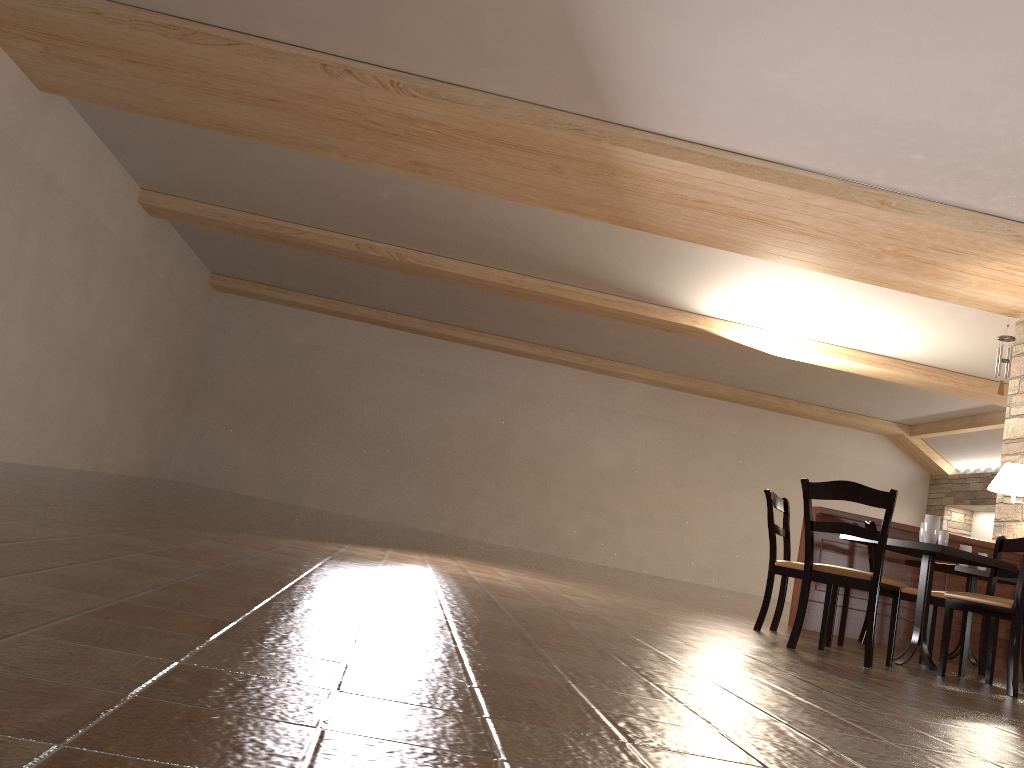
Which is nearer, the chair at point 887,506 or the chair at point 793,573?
the chair at point 887,506

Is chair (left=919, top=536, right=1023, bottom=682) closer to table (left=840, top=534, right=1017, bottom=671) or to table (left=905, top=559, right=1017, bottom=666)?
table (left=840, top=534, right=1017, bottom=671)

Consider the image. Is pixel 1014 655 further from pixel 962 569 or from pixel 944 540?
pixel 962 569

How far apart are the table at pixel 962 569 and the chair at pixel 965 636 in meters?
0.6

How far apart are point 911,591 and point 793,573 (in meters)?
1.35

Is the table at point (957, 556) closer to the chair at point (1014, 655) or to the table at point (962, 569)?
the chair at point (1014, 655)

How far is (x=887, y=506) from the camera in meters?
4.2 m

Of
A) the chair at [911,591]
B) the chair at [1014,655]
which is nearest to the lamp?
the chair at [911,591]

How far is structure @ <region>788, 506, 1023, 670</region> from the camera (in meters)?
6.61

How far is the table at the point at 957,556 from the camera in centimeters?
454cm
